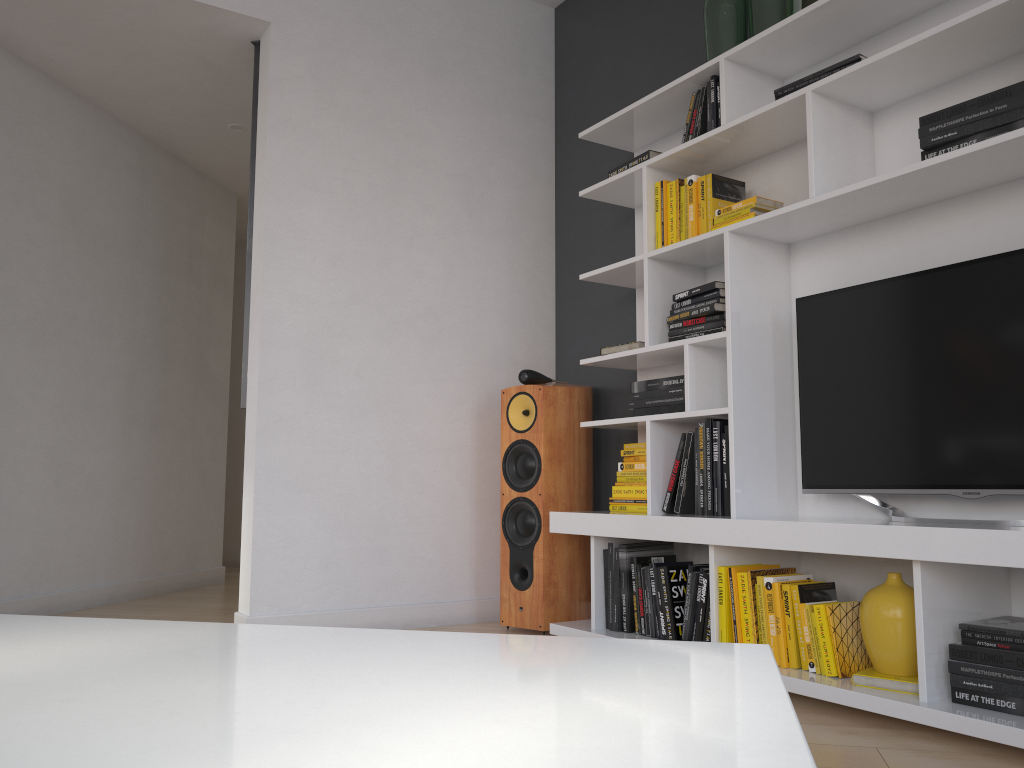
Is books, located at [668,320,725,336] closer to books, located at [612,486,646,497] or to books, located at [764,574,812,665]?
books, located at [612,486,646,497]

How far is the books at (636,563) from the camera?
3.1m

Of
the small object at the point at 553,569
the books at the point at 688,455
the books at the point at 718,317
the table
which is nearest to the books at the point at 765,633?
the books at the point at 688,455

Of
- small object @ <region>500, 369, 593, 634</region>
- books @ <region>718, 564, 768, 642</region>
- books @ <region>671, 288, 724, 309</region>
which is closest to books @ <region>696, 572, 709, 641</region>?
books @ <region>718, 564, 768, 642</region>

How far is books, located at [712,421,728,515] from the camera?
2.93m

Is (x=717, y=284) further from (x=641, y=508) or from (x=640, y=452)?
(x=641, y=508)

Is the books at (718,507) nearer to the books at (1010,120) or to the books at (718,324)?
the books at (718,324)

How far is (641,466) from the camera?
3.3m

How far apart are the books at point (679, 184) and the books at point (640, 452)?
1.0m

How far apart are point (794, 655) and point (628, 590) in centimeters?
74cm
